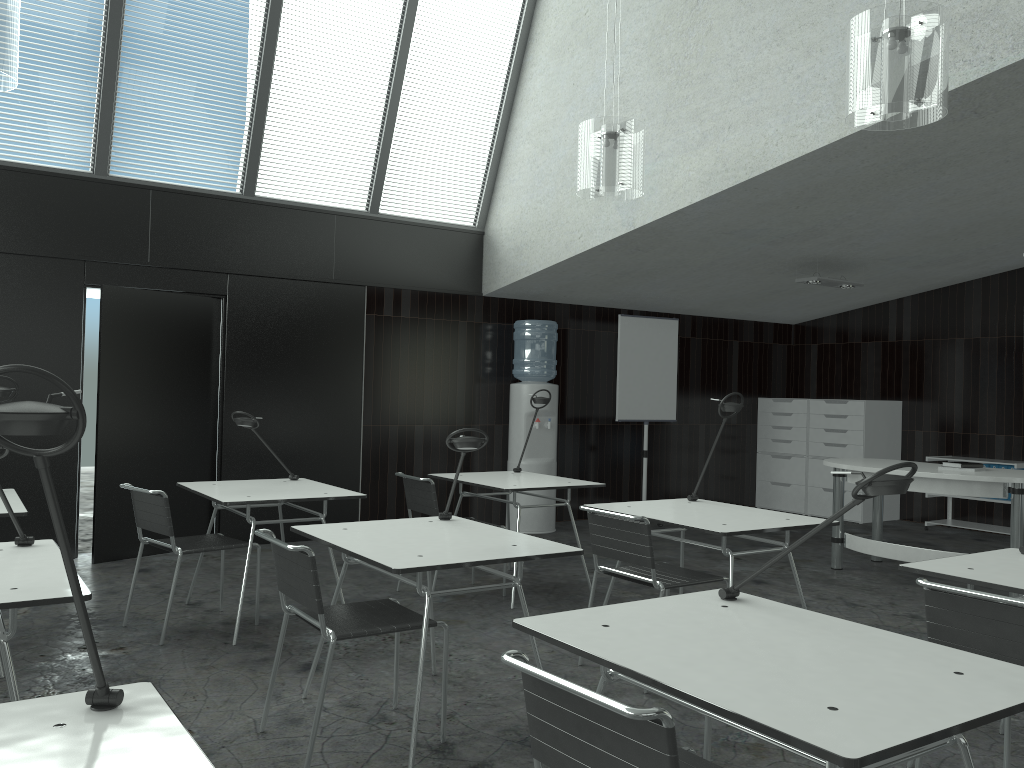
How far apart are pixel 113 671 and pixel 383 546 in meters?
1.5 m

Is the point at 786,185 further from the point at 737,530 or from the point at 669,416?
the point at 669,416

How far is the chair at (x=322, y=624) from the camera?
2.72m

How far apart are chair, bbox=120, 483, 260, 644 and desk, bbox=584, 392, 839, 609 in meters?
1.7 m

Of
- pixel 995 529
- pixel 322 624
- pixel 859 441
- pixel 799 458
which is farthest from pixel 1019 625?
pixel 799 458

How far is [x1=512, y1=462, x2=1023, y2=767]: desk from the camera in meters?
1.4

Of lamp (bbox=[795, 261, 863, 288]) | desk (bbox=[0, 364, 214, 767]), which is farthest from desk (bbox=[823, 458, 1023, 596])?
desk (bbox=[0, 364, 214, 767])

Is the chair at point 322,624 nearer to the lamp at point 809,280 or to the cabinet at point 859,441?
the lamp at point 809,280

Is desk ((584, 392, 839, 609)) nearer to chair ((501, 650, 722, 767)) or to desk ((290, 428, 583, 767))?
desk ((290, 428, 583, 767))

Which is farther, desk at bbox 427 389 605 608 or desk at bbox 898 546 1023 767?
desk at bbox 427 389 605 608
